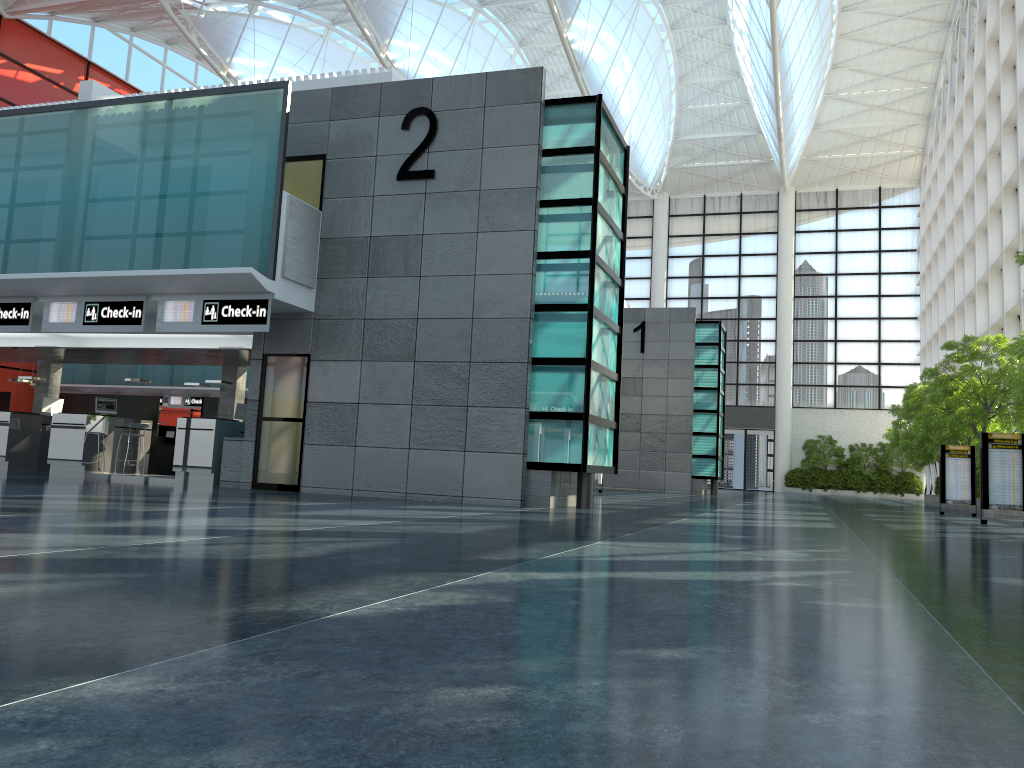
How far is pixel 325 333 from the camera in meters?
22.5
